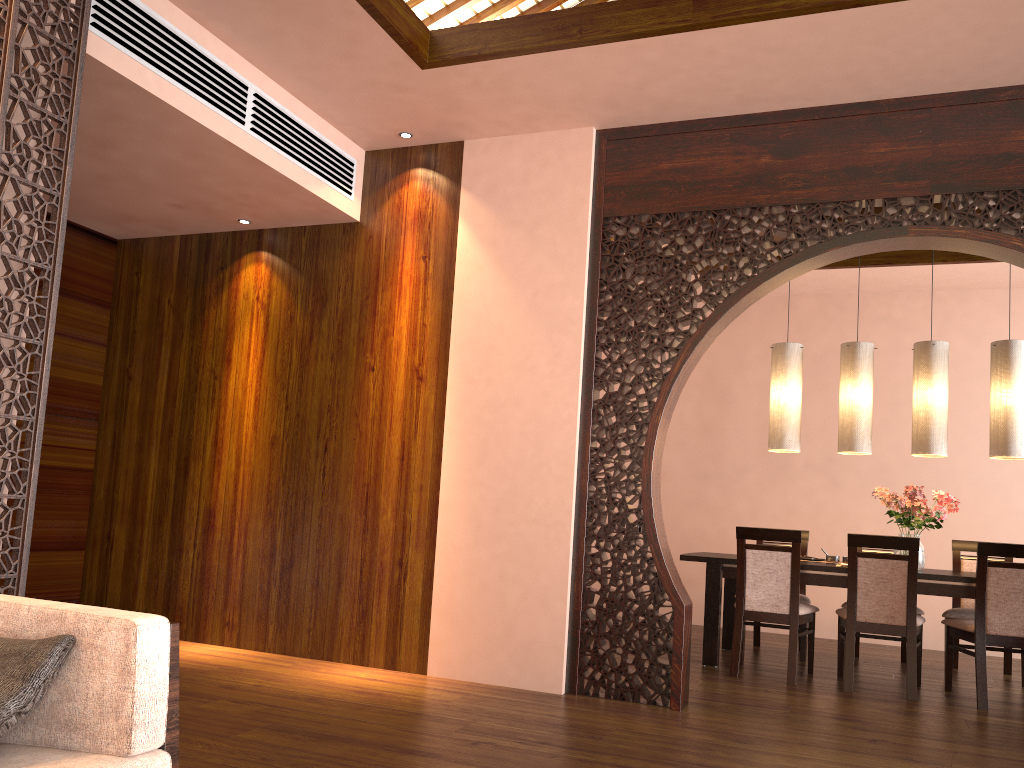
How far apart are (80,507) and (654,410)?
3.5 meters

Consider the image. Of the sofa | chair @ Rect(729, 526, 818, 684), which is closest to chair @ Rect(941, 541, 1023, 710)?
chair @ Rect(729, 526, 818, 684)

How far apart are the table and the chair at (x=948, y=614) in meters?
0.4 m

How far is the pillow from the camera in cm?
150

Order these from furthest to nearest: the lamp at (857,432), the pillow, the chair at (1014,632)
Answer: the lamp at (857,432) → the chair at (1014,632) → the pillow

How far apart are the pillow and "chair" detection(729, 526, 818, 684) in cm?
407

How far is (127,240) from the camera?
5.6m

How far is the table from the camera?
4.9 meters

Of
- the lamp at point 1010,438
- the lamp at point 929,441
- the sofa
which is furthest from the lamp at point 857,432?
the sofa

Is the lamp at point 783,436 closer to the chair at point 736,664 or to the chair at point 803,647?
the chair at point 736,664
